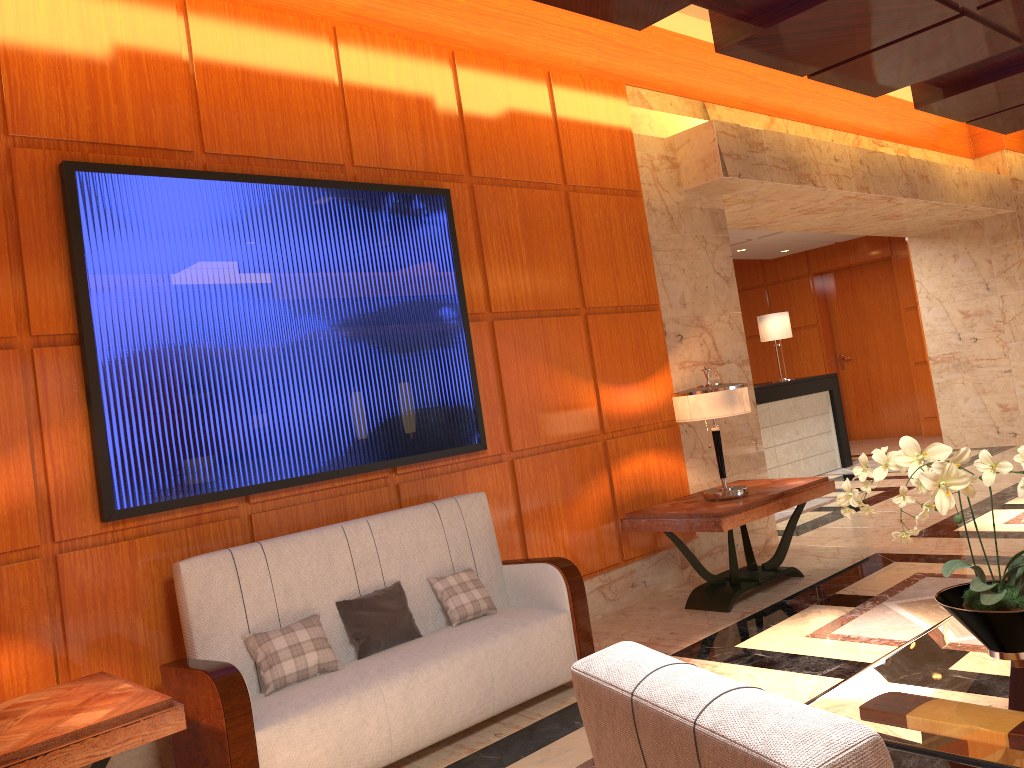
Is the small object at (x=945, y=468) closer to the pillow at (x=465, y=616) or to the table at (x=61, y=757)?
the pillow at (x=465, y=616)

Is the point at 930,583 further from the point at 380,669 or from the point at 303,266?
the point at 303,266

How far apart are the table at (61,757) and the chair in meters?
1.9

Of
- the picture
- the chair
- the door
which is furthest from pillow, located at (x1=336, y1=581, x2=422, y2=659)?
the door

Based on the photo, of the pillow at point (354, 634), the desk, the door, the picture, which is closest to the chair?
the pillow at point (354, 634)

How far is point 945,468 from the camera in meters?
2.3

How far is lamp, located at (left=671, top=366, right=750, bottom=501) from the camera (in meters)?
5.16

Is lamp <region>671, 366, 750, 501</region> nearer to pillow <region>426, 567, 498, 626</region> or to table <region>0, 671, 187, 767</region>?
pillow <region>426, 567, 498, 626</region>

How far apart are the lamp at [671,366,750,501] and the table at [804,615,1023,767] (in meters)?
2.44

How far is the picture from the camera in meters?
3.6 m
